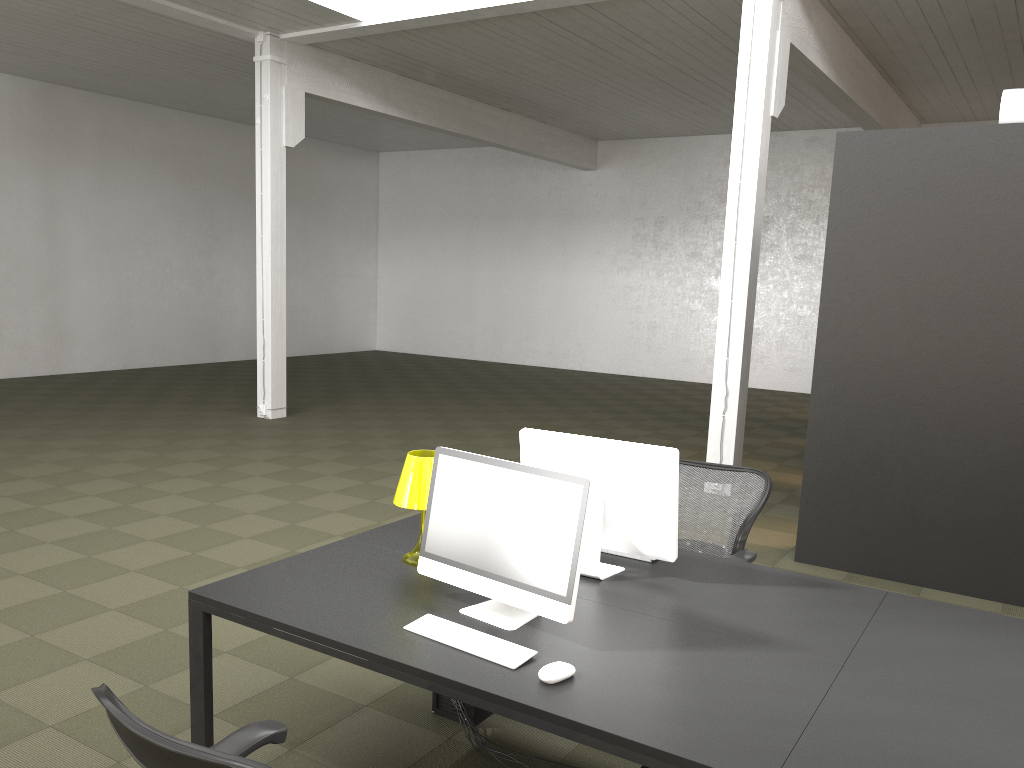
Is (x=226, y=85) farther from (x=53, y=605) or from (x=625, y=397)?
(x=53, y=605)

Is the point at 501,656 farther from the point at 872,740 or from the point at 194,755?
the point at 194,755

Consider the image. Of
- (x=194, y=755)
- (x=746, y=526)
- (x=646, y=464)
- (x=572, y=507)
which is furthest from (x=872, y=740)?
(x=746, y=526)

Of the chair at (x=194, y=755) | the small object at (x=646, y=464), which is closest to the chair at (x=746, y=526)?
the small object at (x=646, y=464)

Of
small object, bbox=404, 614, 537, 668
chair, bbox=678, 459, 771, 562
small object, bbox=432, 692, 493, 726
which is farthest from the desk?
small object, bbox=432, 692, 493, 726

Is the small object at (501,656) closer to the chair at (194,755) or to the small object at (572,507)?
the small object at (572,507)

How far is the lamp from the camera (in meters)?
3.32

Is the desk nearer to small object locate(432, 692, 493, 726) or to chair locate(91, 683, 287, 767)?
chair locate(91, 683, 287, 767)

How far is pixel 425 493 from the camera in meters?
3.3

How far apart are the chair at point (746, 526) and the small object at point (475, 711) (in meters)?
1.26
